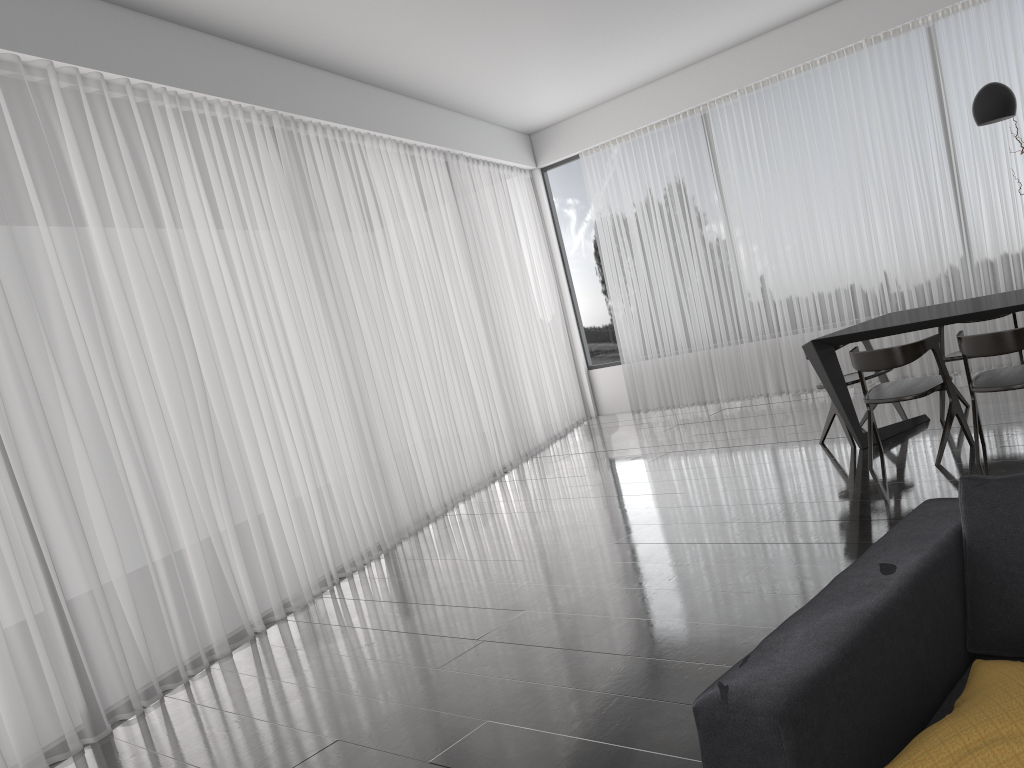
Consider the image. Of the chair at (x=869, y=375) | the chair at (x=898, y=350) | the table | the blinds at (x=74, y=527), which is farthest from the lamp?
the blinds at (x=74, y=527)

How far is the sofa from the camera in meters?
1.3

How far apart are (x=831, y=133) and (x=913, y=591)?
6.54m

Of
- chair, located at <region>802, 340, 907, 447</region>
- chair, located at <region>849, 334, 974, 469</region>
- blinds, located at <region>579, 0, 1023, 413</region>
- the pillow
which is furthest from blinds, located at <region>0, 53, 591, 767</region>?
the pillow

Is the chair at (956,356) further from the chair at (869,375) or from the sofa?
the sofa

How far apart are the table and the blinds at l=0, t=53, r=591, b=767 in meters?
2.8 m

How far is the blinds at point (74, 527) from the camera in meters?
3.8 m

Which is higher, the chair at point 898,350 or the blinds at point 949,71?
the blinds at point 949,71

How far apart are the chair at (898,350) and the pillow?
3.2 meters

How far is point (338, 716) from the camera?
3.2 meters
